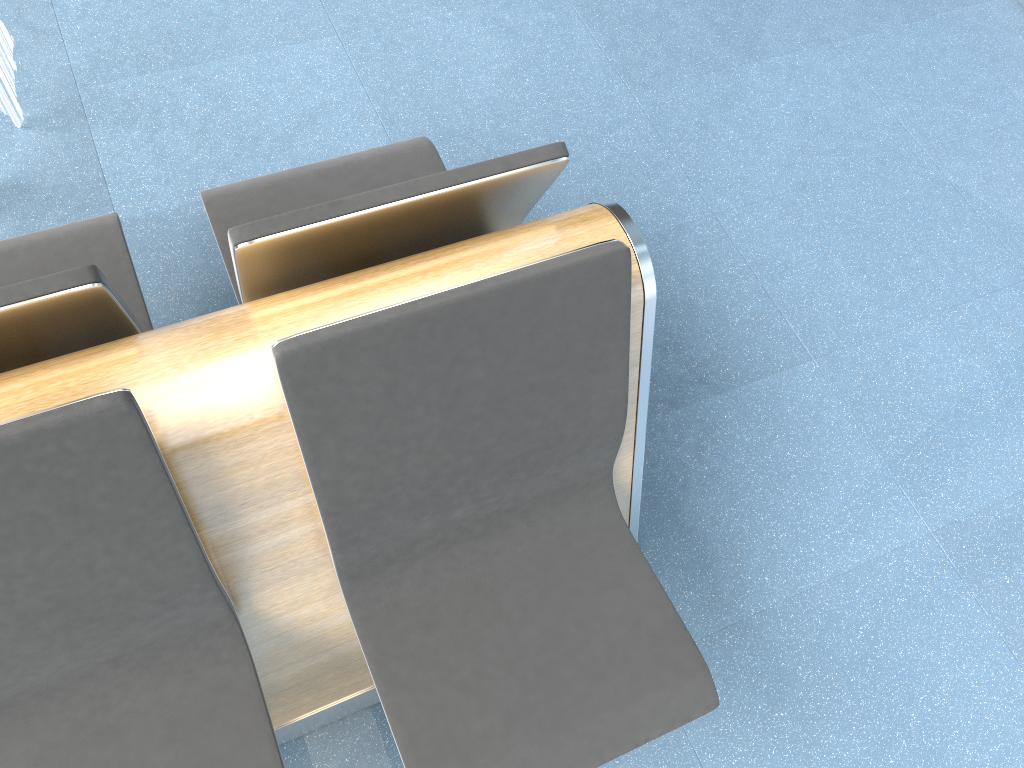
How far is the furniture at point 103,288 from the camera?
1.1 meters

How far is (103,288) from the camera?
1.1m

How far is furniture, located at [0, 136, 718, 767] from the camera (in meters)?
1.11

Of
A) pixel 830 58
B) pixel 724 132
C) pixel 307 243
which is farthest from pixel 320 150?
pixel 830 58
